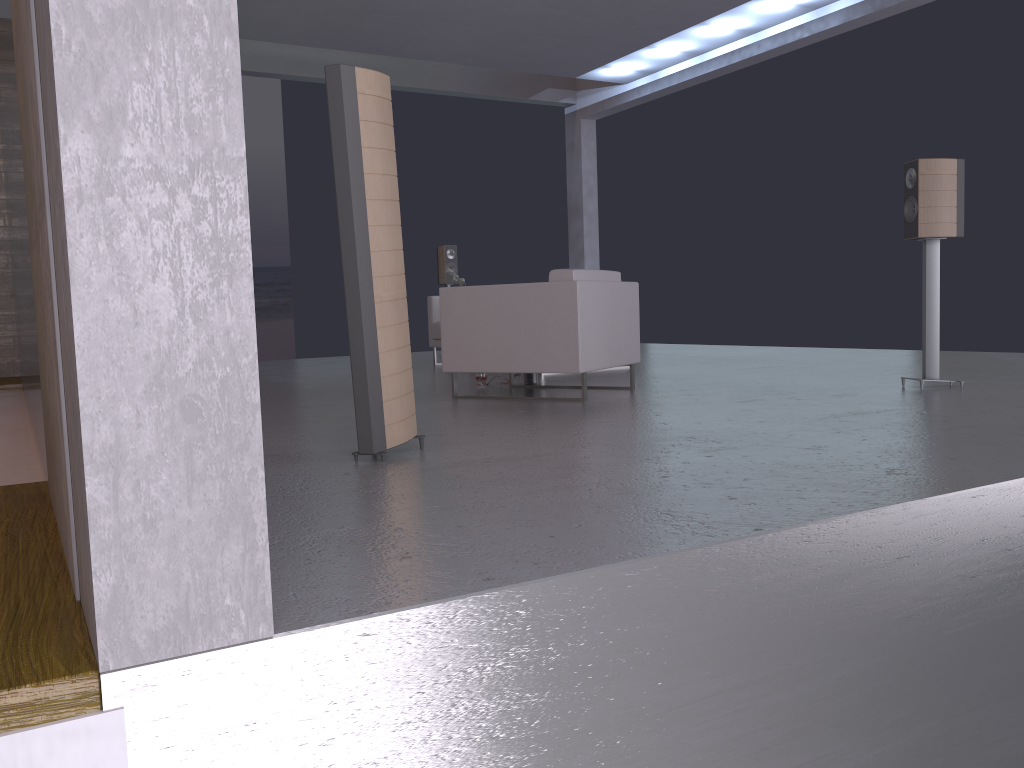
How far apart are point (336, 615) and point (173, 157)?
0.9m

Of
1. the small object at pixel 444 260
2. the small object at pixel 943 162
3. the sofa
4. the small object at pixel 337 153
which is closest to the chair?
the small object at pixel 943 162

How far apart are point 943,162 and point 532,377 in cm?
304

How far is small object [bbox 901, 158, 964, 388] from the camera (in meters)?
5.23

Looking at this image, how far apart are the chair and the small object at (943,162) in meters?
1.7 m

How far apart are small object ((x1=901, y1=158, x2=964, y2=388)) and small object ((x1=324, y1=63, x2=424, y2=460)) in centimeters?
337cm

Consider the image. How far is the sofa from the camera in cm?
932

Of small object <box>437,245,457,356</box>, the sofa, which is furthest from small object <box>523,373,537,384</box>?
small object <box>437,245,457,356</box>

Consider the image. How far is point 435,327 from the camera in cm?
932

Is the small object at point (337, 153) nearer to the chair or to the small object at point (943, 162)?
the chair
